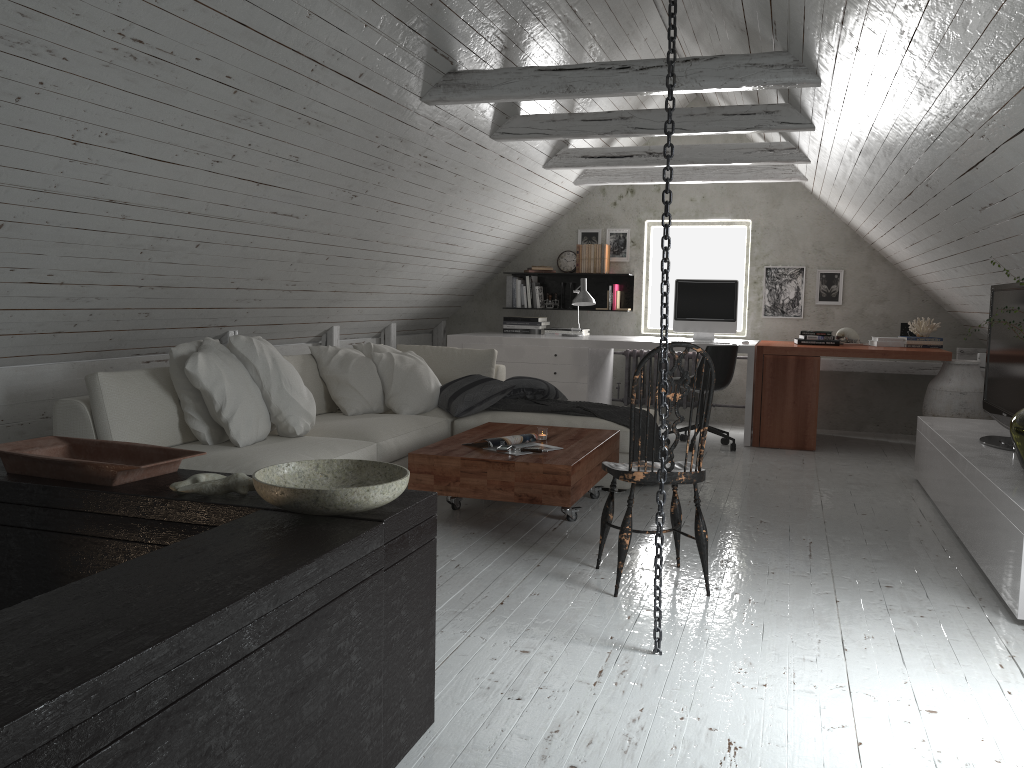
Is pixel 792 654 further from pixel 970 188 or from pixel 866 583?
pixel 970 188

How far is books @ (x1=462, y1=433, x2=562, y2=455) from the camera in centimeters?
405cm

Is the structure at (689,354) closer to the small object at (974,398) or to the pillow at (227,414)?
the small object at (974,398)

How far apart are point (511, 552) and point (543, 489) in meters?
0.3 m

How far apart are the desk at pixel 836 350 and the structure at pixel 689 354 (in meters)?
0.93

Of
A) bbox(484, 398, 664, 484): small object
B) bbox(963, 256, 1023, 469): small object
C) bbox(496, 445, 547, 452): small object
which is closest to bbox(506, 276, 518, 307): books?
bbox(484, 398, 664, 484): small object

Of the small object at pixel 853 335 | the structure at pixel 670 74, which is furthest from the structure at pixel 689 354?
A: the structure at pixel 670 74

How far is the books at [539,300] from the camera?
8.0 meters

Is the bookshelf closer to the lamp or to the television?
the lamp

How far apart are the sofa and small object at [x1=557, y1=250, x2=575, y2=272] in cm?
230
